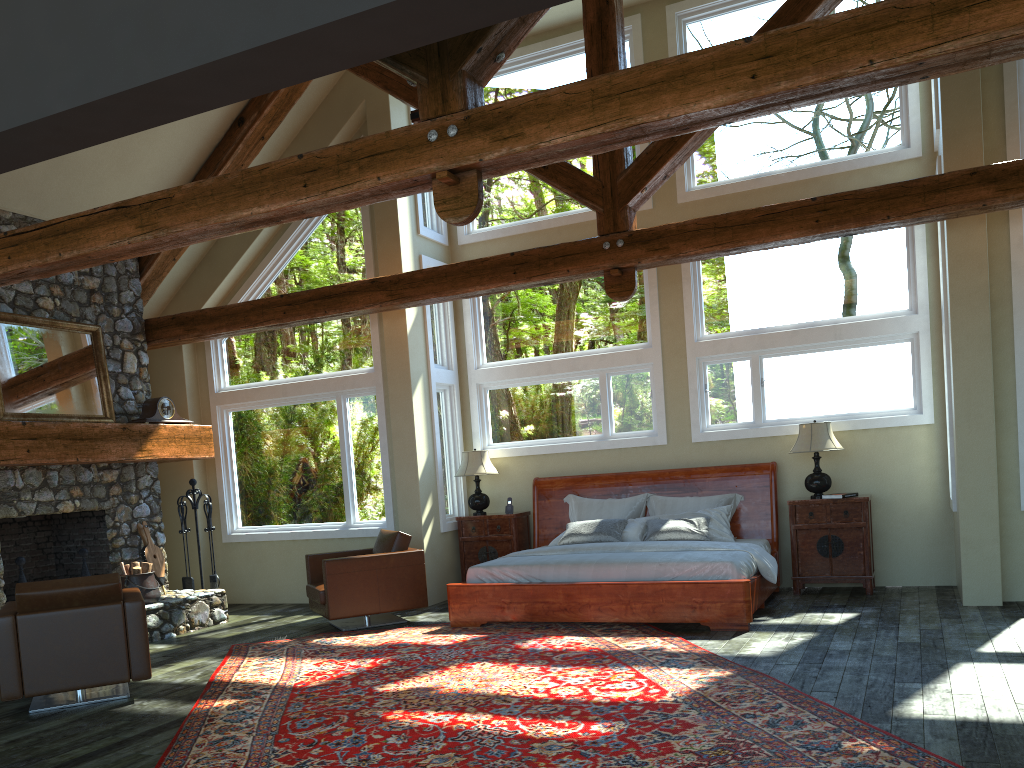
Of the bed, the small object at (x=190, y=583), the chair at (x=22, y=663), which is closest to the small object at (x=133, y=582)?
the small object at (x=190, y=583)

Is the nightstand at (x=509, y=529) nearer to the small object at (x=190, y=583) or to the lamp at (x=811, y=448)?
the small object at (x=190, y=583)

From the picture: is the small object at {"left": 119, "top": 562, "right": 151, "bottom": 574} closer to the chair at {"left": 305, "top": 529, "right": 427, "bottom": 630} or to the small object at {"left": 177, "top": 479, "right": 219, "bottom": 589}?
the small object at {"left": 177, "top": 479, "right": 219, "bottom": 589}

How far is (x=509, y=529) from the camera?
9.75m

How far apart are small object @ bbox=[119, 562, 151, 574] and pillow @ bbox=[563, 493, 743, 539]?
4.4m

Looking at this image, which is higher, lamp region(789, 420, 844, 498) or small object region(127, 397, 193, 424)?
small object region(127, 397, 193, 424)

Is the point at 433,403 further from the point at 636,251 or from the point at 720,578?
the point at 720,578

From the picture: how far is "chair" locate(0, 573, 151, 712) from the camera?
5.8 meters

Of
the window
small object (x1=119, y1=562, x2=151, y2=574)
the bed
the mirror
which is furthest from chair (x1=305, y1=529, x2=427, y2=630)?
the mirror

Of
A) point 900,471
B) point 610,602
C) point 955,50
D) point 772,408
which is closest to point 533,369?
point 772,408
